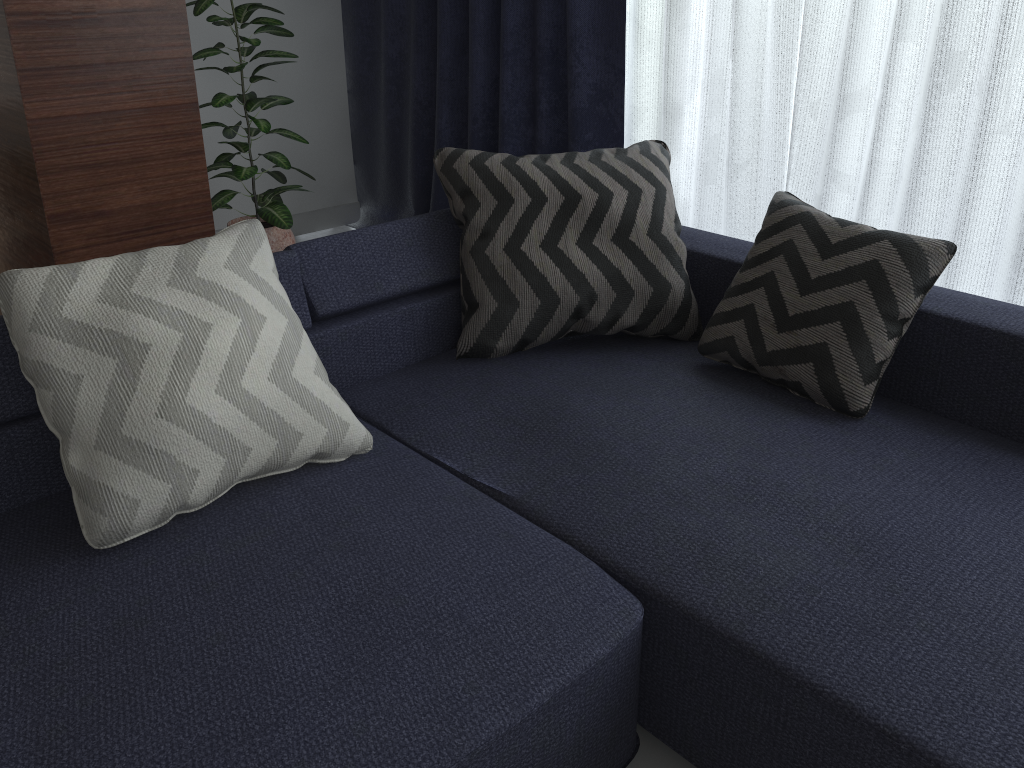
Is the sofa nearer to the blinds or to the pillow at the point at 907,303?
the pillow at the point at 907,303

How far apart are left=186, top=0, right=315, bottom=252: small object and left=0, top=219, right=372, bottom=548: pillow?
1.5m

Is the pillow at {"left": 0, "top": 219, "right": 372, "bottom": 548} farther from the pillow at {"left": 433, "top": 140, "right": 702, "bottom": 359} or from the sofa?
the pillow at {"left": 433, "top": 140, "right": 702, "bottom": 359}

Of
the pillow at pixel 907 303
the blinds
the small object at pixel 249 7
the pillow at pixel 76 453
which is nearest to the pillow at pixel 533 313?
the pillow at pixel 907 303

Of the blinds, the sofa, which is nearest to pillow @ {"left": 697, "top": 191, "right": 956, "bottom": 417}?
the sofa

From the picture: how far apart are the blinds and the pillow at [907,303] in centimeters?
57cm

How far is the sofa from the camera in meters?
1.1 m

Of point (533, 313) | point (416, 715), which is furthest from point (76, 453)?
point (533, 313)

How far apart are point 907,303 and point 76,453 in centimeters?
147cm

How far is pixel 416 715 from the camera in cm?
109
